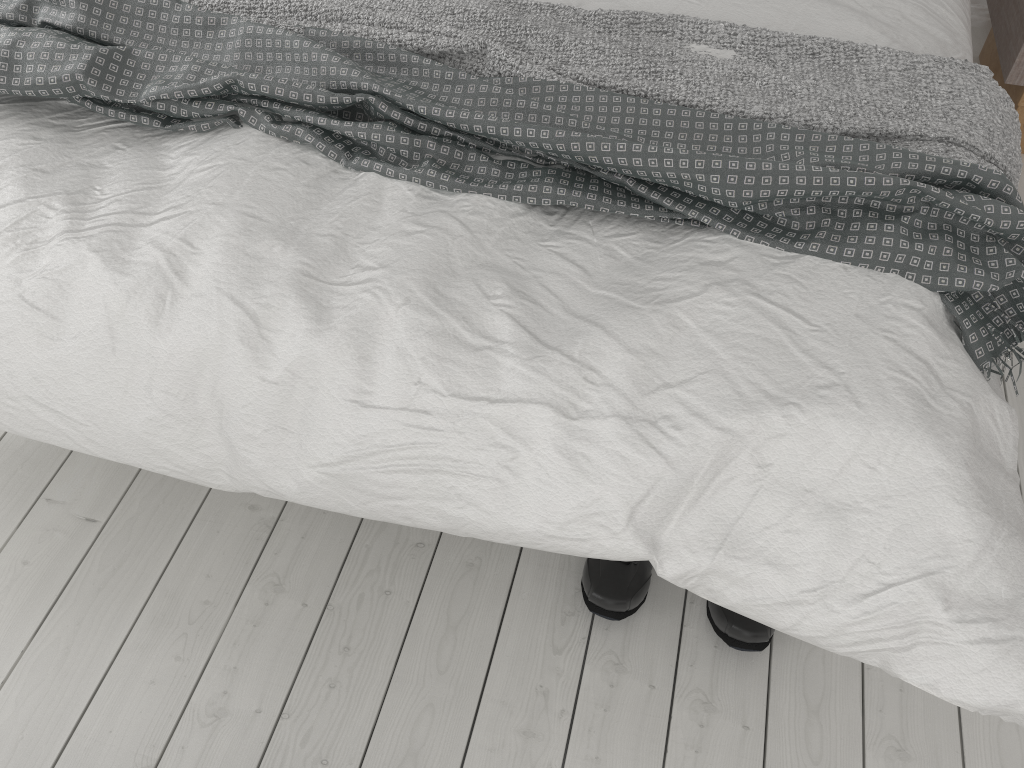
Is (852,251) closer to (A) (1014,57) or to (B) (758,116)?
(B) (758,116)

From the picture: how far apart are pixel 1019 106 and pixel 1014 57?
0.1m

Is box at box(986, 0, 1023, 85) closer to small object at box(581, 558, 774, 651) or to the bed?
the bed

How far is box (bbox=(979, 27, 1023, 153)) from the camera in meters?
2.2 m

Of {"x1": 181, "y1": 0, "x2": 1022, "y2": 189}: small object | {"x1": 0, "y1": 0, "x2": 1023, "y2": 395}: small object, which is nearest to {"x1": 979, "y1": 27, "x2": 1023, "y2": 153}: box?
{"x1": 181, "y1": 0, "x2": 1022, "y2": 189}: small object

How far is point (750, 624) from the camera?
1.4 meters

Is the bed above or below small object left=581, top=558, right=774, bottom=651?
above

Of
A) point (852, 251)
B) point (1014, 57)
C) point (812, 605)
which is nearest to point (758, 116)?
point (852, 251)

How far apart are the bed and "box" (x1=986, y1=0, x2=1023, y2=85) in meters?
0.4 m

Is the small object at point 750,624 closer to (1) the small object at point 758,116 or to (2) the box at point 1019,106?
(1) the small object at point 758,116
